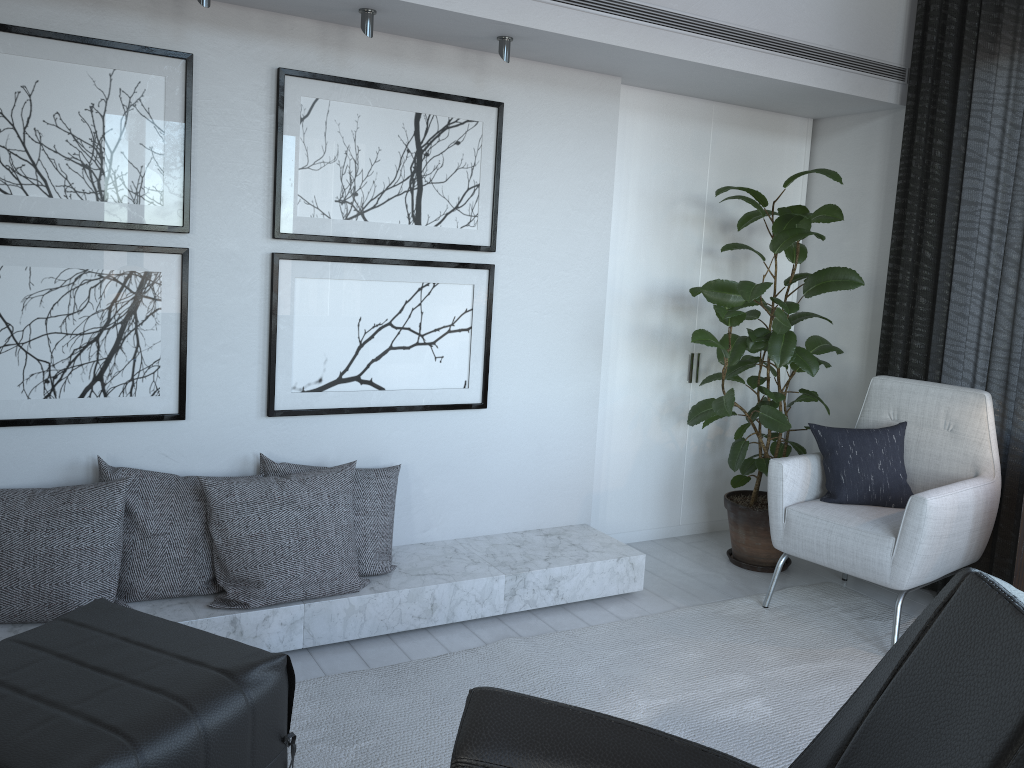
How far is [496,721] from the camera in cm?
148

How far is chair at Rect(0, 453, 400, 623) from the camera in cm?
236

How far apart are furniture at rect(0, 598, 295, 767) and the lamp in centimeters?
155cm

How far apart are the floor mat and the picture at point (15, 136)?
1.4 meters

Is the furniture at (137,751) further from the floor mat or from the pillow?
the pillow

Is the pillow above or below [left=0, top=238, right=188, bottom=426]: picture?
below

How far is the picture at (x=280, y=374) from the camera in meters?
2.8 m

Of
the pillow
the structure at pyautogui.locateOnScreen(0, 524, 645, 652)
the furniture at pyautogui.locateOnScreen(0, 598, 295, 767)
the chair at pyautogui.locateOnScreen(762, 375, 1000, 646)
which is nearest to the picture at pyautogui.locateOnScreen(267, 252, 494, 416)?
the structure at pyautogui.locateOnScreen(0, 524, 645, 652)

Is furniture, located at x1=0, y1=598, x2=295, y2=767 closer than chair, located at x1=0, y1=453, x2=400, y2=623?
Yes

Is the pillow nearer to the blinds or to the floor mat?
the blinds
